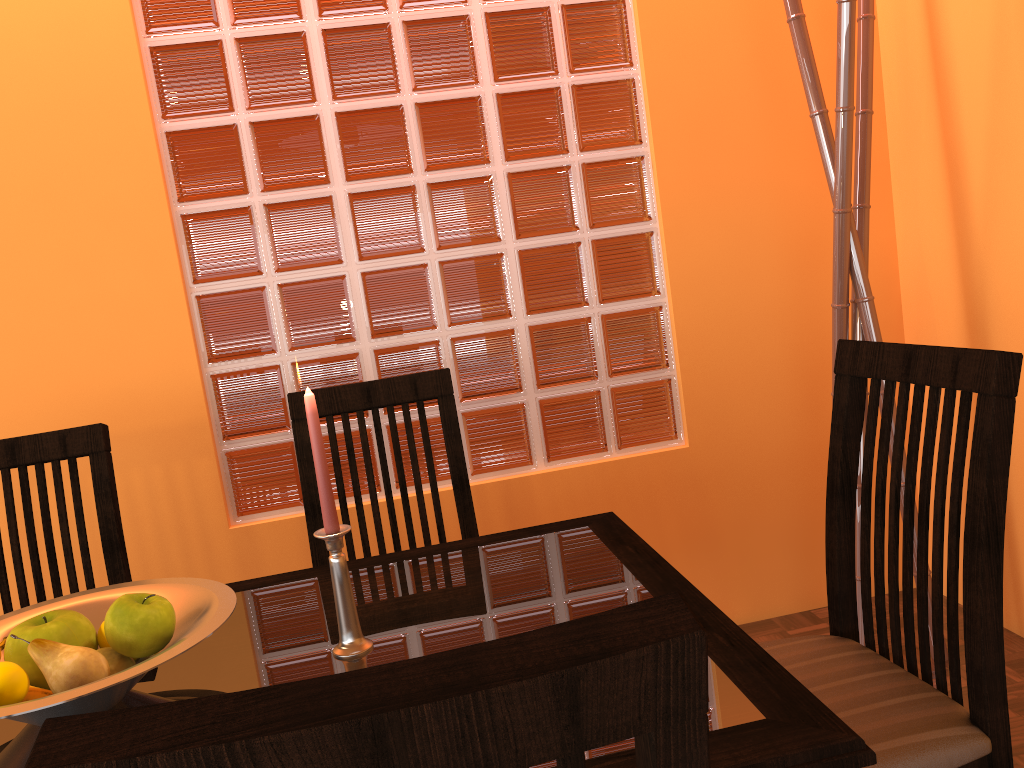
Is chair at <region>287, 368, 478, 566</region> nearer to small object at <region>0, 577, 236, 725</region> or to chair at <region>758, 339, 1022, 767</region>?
small object at <region>0, 577, 236, 725</region>

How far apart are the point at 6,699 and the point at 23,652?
0.08m

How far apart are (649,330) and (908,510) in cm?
109

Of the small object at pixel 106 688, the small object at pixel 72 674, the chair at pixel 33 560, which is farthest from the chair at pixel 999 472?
the chair at pixel 33 560

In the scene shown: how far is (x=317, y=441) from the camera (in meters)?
0.92

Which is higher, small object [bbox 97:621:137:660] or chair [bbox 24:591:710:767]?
chair [bbox 24:591:710:767]

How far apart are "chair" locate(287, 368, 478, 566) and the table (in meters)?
0.24

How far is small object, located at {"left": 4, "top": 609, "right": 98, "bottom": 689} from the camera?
0.9m

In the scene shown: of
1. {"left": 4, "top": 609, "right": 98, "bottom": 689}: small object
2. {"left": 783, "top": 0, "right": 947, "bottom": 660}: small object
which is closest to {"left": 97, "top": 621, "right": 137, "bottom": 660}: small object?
{"left": 4, "top": 609, "right": 98, "bottom": 689}: small object

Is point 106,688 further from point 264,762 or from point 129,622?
point 264,762
